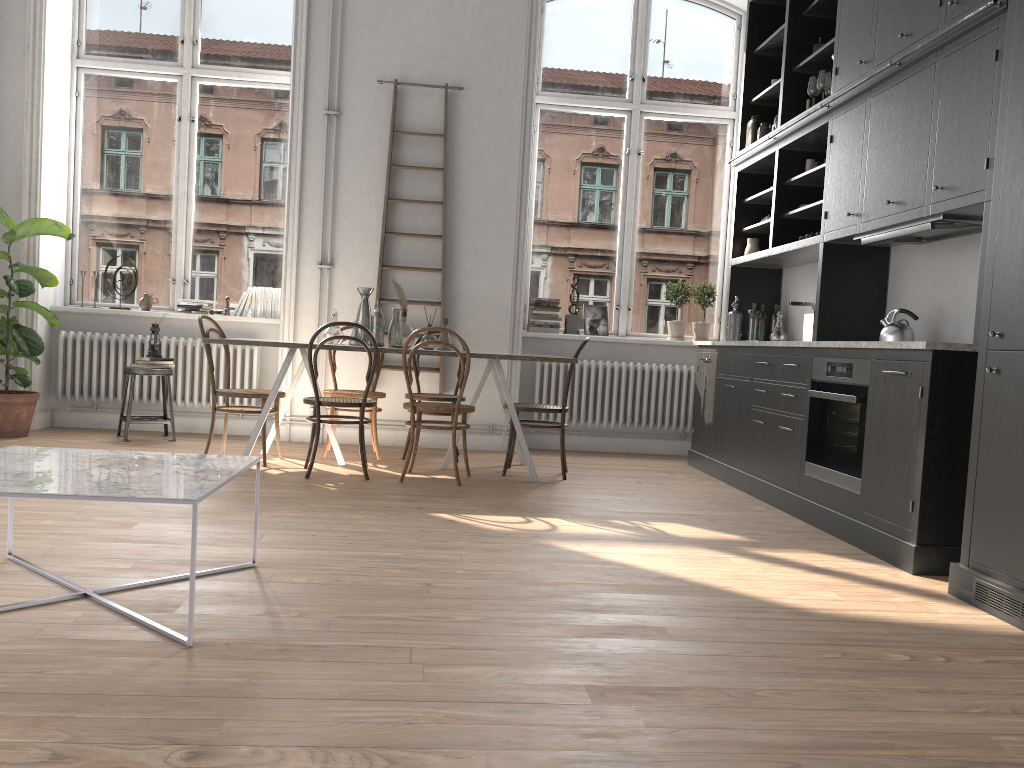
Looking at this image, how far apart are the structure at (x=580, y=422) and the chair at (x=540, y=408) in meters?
1.2 m

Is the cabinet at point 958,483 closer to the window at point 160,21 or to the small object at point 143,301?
the window at point 160,21

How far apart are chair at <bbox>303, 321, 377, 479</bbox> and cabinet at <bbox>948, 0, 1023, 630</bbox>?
3.18m

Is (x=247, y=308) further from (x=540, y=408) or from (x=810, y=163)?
(x=810, y=163)

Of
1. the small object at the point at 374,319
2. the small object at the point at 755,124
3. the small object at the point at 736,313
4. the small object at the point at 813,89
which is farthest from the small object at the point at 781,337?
the small object at the point at 374,319

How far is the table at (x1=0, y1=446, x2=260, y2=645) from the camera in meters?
2.3 m

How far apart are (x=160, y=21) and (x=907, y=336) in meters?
6.1 m

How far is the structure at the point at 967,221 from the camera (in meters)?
3.99

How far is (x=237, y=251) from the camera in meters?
7.2

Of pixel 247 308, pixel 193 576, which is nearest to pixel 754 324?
pixel 247 308
